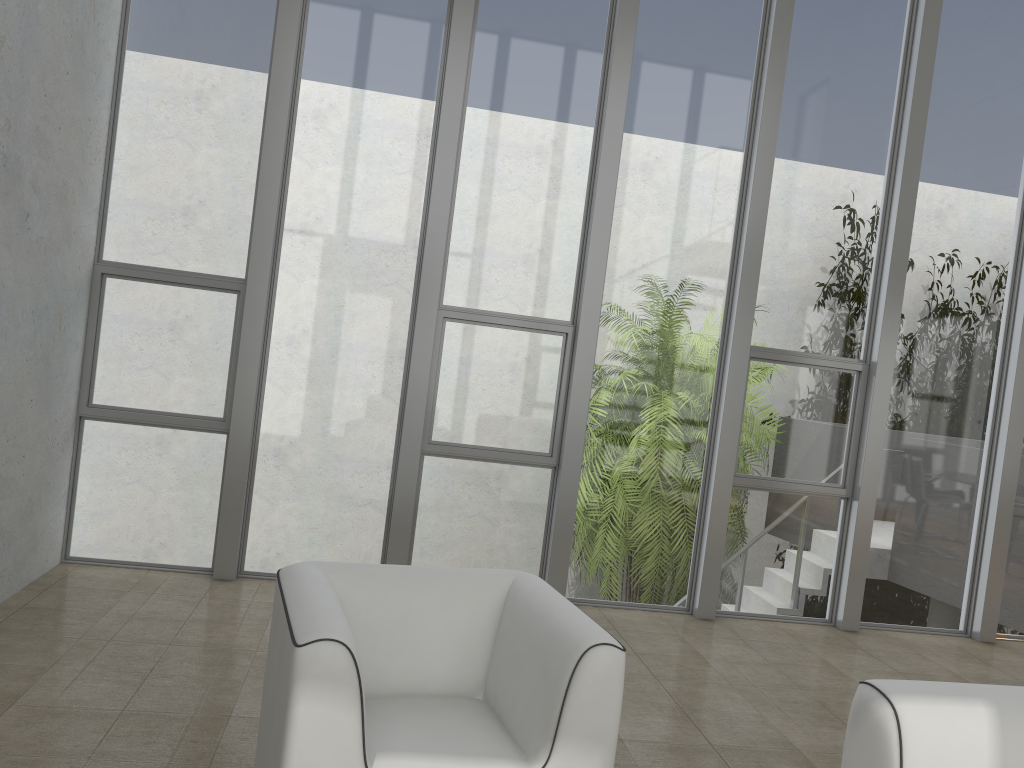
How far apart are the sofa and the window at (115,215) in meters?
3.6 m

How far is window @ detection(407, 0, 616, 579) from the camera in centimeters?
500cm

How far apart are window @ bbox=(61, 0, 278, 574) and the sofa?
3.62m

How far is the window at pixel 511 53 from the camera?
5.0 meters

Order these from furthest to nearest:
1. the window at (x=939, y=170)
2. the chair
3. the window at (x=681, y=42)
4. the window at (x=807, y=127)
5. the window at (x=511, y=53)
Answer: the window at (x=939, y=170) < the window at (x=807, y=127) < the window at (x=681, y=42) < the window at (x=511, y=53) < the chair

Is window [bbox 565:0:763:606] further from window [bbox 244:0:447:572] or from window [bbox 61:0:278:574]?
window [bbox 61:0:278:574]

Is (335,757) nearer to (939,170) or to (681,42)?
(681,42)

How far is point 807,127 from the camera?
5.3 meters

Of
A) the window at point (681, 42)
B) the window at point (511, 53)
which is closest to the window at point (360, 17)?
the window at point (511, 53)

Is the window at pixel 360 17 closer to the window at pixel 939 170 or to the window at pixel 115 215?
the window at pixel 115 215
